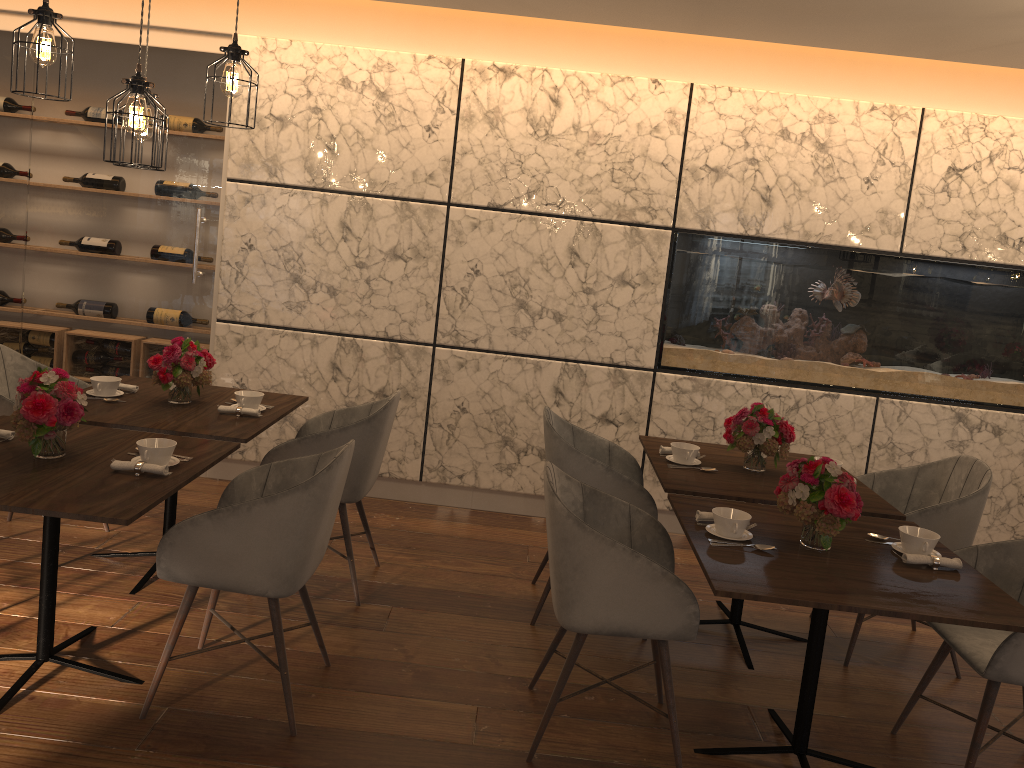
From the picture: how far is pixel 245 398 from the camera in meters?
3.8

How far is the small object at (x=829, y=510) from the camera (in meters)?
2.69

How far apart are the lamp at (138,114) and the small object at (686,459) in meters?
2.3 m

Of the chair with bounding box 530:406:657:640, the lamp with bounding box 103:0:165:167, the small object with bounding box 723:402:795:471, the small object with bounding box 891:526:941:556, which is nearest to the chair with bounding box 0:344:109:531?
the lamp with bounding box 103:0:165:167

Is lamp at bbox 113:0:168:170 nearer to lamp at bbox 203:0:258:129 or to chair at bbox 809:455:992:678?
lamp at bbox 203:0:258:129

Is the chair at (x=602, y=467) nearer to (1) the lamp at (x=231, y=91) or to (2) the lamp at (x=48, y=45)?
(1) the lamp at (x=231, y=91)

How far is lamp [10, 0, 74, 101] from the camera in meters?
2.9 m

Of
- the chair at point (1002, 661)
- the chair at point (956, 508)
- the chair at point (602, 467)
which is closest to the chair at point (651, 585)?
the chair at point (602, 467)

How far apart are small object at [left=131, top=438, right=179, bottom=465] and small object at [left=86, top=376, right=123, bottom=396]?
0.9 meters

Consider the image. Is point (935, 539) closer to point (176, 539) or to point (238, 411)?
point (176, 539)
